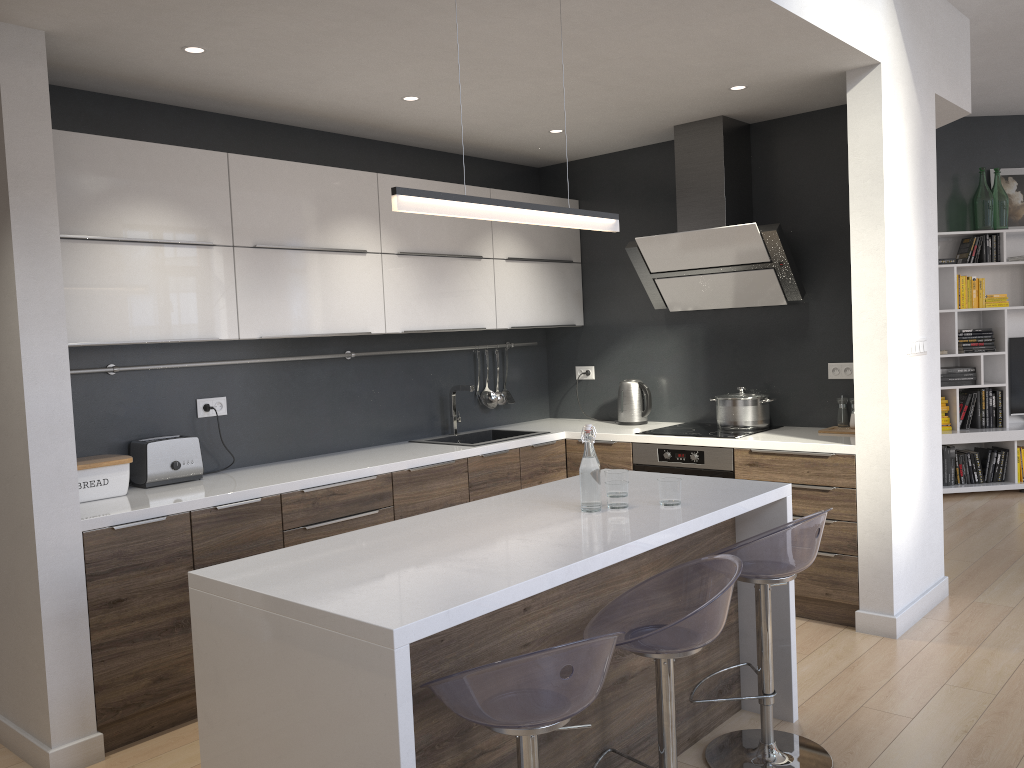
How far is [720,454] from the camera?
4.4 meters

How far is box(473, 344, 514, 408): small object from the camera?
5.4m

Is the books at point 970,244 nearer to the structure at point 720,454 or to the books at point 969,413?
the books at point 969,413

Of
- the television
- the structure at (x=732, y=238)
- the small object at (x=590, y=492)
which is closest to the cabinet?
the small object at (x=590, y=492)

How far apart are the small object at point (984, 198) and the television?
0.95m

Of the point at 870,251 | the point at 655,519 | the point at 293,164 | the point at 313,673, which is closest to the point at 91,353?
the point at 293,164

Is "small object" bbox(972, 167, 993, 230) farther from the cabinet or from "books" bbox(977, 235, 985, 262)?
the cabinet

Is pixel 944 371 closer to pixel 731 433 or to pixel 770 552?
pixel 731 433

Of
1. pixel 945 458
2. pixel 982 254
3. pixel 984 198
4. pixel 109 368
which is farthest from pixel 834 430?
pixel 984 198

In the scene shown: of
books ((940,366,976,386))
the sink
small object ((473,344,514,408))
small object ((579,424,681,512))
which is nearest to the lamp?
small object ((579,424,681,512))
